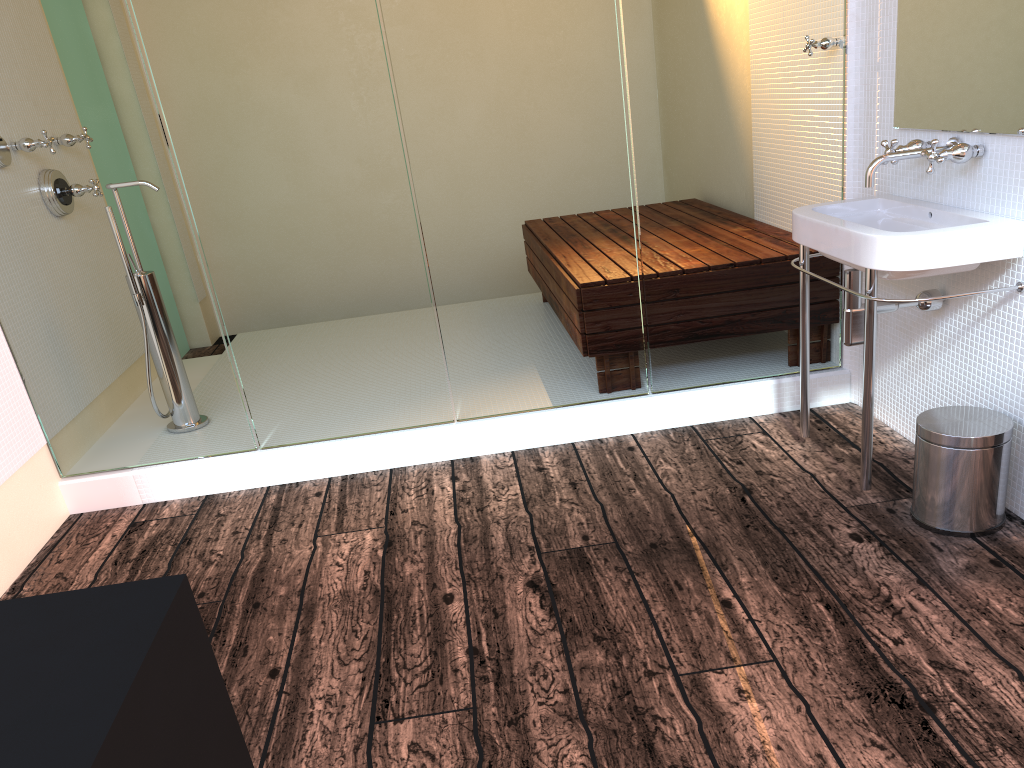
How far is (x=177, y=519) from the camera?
2.9m

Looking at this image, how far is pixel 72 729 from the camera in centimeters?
66cm

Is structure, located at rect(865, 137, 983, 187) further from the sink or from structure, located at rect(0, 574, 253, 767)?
structure, located at rect(0, 574, 253, 767)

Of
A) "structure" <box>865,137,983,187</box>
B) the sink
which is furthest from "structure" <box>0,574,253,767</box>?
"structure" <box>865,137,983,187</box>

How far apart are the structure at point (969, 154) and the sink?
0.1m

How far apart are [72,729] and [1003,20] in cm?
228

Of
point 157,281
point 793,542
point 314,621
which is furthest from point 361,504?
point 793,542

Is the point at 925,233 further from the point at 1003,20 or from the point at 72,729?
the point at 72,729

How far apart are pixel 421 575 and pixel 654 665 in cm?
72

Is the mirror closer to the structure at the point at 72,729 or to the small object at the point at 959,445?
the small object at the point at 959,445
